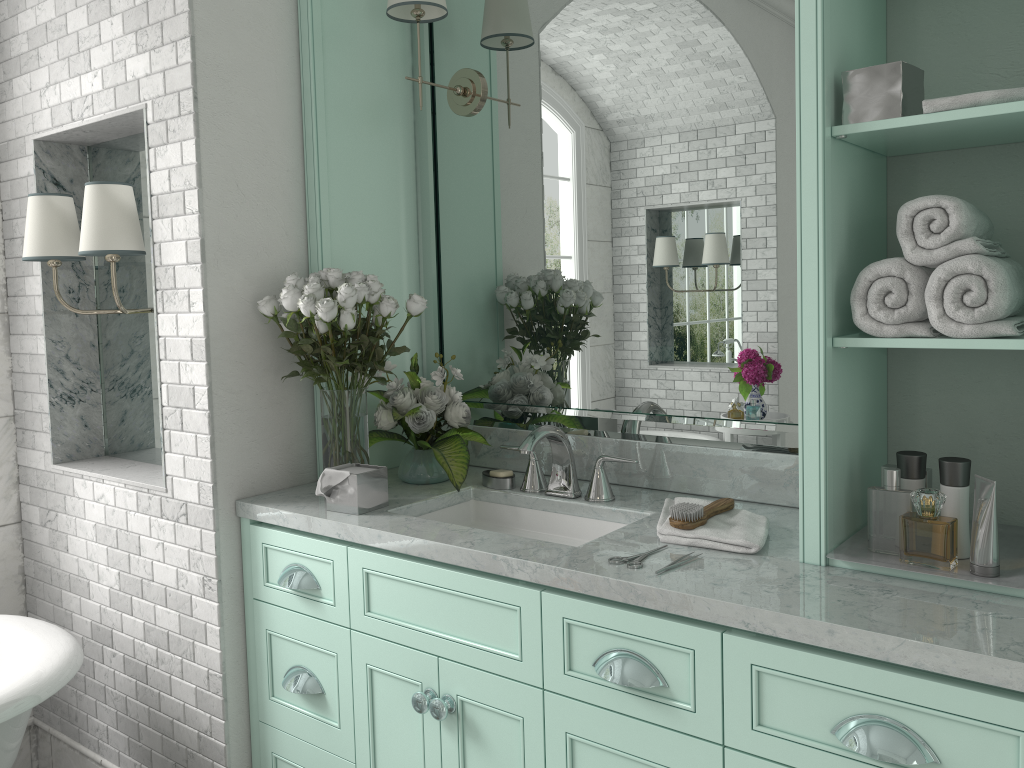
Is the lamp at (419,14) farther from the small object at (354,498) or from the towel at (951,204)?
the towel at (951,204)

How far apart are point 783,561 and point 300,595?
1.3 meters

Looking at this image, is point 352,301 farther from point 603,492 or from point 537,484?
point 603,492

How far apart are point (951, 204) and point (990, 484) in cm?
51

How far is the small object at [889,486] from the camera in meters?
1.8 m

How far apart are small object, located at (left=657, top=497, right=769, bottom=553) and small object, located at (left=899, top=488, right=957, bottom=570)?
1.53m

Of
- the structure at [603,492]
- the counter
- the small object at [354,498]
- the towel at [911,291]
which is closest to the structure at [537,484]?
the counter

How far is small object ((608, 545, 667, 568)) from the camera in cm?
183

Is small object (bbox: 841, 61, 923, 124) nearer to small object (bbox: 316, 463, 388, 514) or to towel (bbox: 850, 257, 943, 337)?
towel (bbox: 850, 257, 943, 337)

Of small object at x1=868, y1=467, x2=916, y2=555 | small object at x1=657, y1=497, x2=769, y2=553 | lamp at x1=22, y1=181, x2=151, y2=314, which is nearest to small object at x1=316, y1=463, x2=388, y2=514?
small object at x1=657, y1=497, x2=769, y2=553
